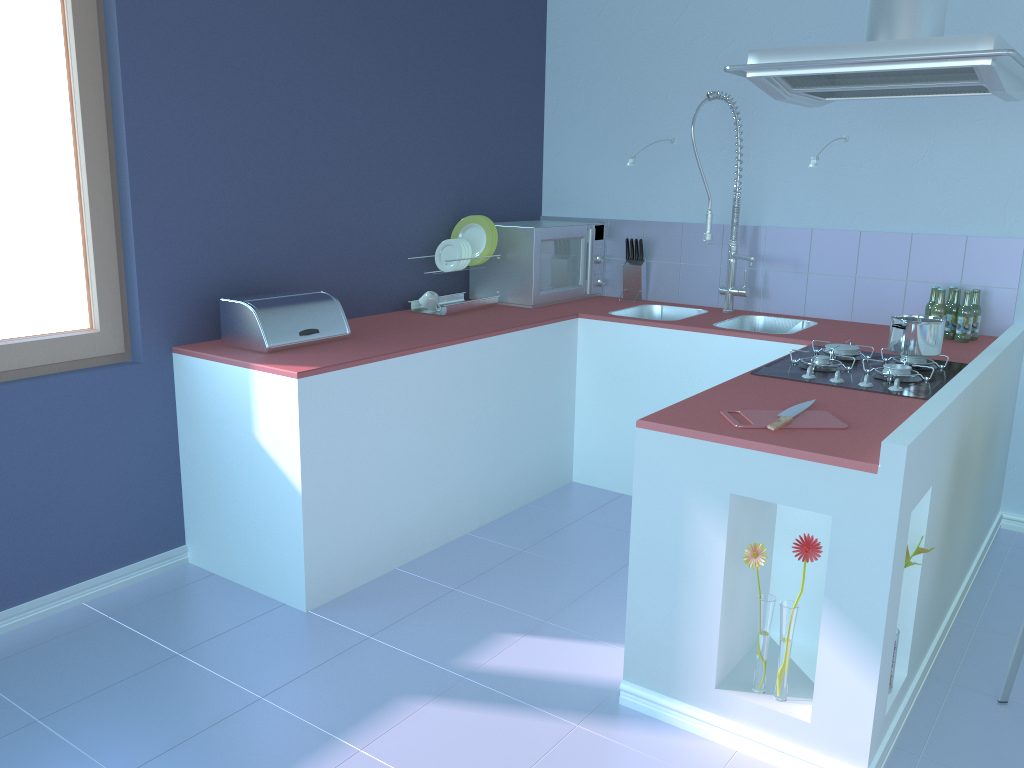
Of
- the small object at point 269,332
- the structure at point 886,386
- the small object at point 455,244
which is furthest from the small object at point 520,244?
the structure at point 886,386

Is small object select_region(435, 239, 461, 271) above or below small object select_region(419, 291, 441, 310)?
above

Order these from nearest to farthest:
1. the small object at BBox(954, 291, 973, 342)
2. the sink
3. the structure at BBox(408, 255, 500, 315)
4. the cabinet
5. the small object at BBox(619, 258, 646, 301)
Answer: the cabinet, the small object at BBox(954, 291, 973, 342), the structure at BBox(408, 255, 500, 315), the sink, the small object at BBox(619, 258, 646, 301)

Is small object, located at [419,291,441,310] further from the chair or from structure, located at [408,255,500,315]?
the chair

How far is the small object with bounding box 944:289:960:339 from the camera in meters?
3.3

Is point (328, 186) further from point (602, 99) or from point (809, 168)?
point (809, 168)

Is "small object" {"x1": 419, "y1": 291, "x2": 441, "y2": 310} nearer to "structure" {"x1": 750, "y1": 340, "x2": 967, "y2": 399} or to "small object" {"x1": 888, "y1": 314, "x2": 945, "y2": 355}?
"structure" {"x1": 750, "y1": 340, "x2": 967, "y2": 399}

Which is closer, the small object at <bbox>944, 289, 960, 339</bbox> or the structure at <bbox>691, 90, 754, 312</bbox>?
the small object at <bbox>944, 289, 960, 339</bbox>

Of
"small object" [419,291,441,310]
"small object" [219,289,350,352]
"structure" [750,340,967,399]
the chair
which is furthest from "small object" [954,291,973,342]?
"small object" [219,289,350,352]

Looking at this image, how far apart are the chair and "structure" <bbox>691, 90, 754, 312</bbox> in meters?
1.9 m
